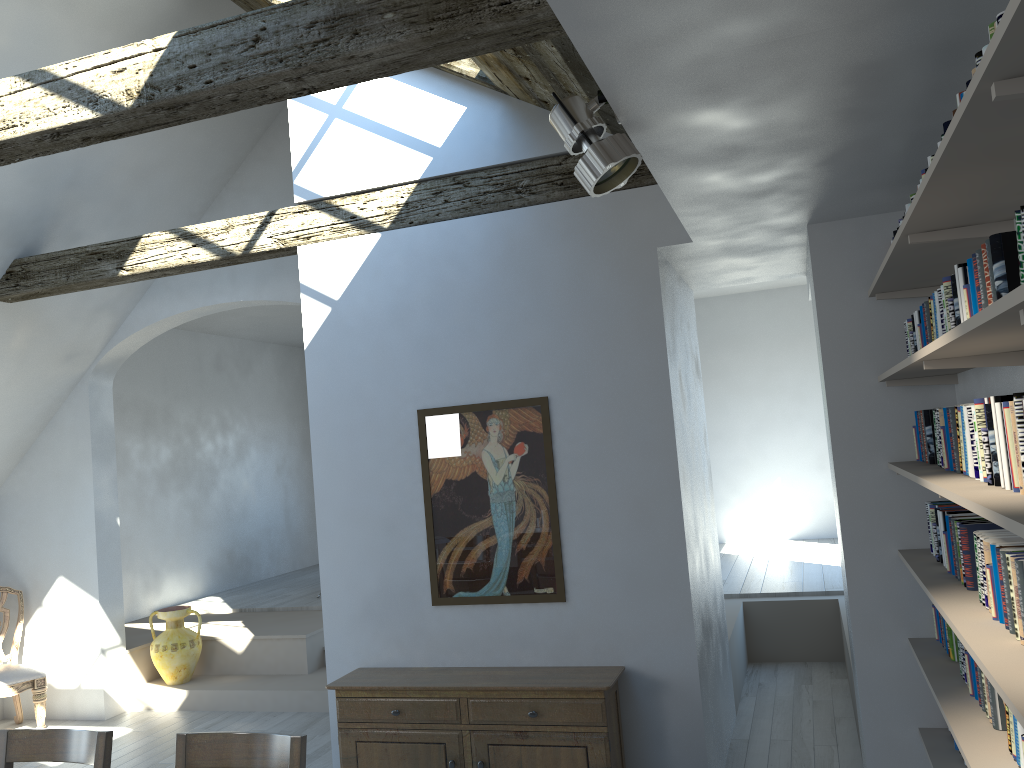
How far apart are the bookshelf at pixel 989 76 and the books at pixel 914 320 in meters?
0.2

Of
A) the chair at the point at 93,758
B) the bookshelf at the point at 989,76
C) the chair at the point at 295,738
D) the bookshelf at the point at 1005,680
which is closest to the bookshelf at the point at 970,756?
the bookshelf at the point at 1005,680

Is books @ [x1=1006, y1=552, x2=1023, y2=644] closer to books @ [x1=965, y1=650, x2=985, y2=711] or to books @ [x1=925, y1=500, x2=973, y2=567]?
books @ [x1=965, y1=650, x2=985, y2=711]

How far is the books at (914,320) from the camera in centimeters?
357cm

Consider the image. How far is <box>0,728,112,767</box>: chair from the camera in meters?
3.0

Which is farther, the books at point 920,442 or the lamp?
the books at point 920,442

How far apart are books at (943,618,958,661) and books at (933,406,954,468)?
0.8m

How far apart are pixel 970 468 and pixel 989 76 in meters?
1.5 m

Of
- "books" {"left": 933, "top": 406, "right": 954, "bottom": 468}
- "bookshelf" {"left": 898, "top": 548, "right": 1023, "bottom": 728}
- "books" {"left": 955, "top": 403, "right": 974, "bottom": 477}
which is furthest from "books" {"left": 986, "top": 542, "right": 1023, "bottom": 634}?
"books" {"left": 933, "top": 406, "right": 954, "bottom": 468}

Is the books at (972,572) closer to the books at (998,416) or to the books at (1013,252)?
the books at (998,416)
